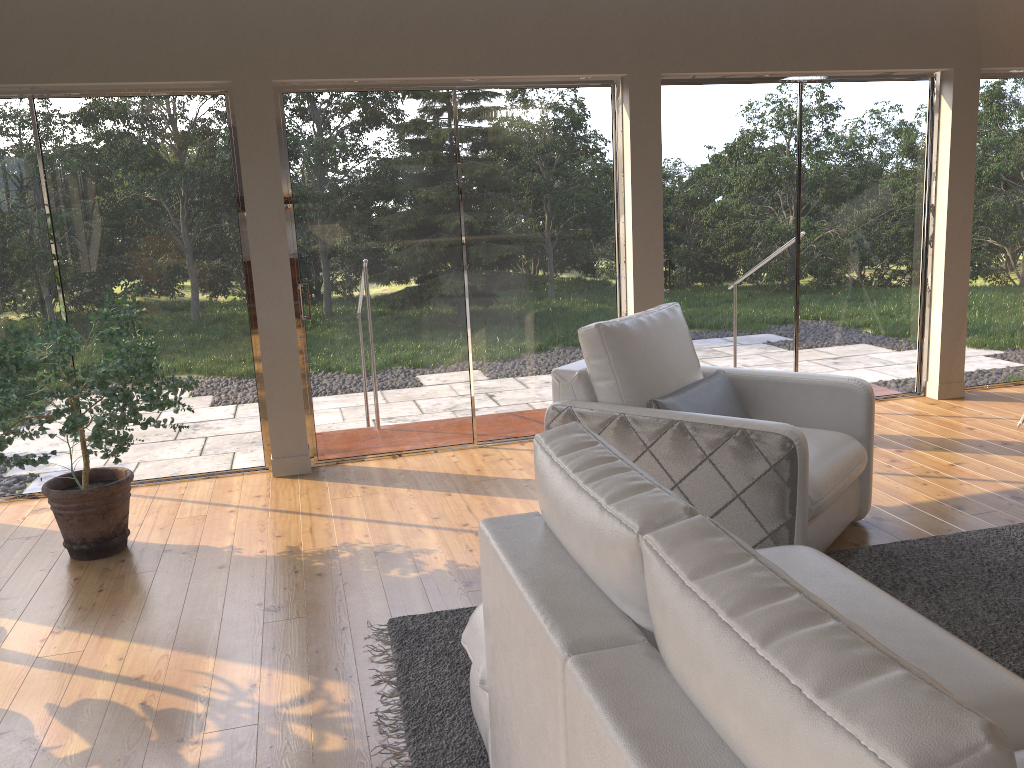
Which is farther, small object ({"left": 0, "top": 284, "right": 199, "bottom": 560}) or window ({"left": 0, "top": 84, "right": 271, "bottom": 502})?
window ({"left": 0, "top": 84, "right": 271, "bottom": 502})

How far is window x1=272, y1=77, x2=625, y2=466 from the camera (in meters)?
4.92

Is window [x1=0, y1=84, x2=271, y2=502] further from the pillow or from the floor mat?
the pillow

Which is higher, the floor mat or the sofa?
the sofa

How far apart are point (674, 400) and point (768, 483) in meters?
0.6

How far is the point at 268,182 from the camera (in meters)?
4.71

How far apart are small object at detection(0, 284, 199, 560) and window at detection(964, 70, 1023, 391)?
5.10m

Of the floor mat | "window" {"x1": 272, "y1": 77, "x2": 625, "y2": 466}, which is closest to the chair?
the floor mat

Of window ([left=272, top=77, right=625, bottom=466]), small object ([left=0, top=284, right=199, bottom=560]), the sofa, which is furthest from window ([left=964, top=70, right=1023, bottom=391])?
small object ([left=0, top=284, right=199, bottom=560])

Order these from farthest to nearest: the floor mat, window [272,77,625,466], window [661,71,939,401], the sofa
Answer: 1. window [661,71,939,401]
2. window [272,77,625,466]
3. the floor mat
4. the sofa
